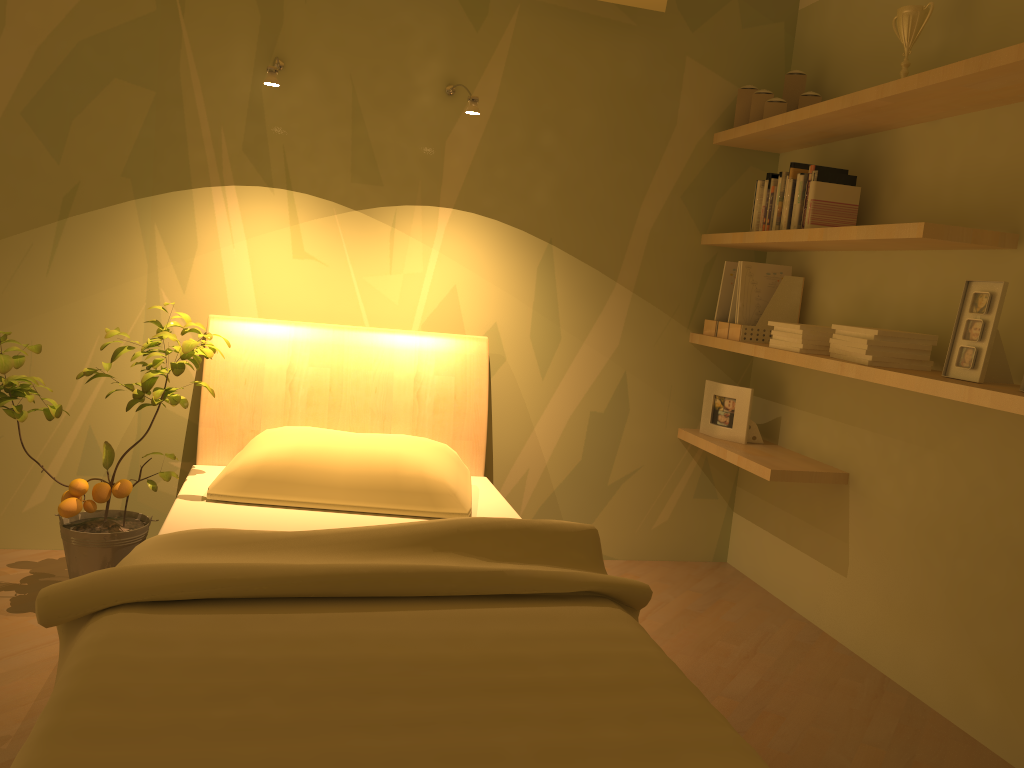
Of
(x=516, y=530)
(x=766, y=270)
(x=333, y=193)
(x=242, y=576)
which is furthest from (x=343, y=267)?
(x=242, y=576)

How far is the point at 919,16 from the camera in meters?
2.6

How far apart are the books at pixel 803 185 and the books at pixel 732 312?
0.45m

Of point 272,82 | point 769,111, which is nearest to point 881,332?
point 769,111

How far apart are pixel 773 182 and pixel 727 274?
0.4 meters

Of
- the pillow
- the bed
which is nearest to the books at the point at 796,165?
the bed

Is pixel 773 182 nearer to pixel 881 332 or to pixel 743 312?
pixel 743 312

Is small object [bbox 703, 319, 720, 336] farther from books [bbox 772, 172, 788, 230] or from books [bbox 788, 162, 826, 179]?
books [bbox 788, 162, 826, 179]

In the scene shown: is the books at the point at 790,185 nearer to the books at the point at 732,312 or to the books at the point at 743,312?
the books at the point at 743,312

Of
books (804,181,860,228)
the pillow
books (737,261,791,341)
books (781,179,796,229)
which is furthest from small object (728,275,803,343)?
the pillow
